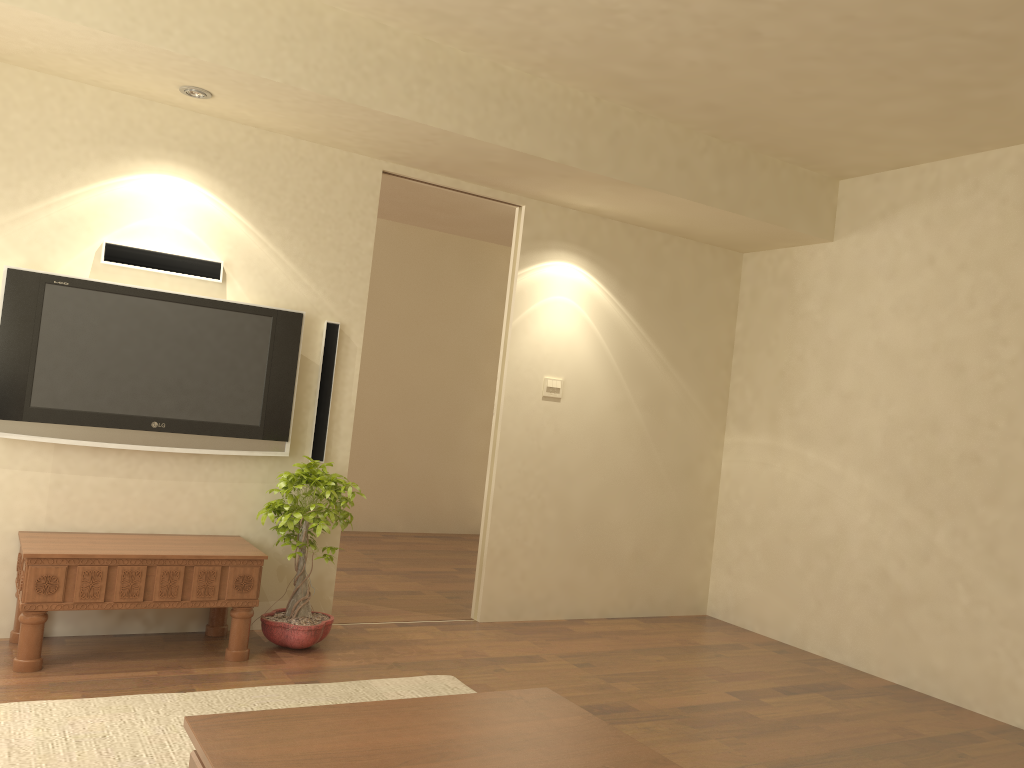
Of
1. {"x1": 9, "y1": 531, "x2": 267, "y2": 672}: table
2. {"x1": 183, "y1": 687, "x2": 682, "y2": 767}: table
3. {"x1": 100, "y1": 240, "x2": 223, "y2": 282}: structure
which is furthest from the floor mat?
{"x1": 100, "y1": 240, "x2": 223, "y2": 282}: structure

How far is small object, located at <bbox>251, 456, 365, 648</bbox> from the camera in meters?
4.3

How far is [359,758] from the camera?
2.0 meters

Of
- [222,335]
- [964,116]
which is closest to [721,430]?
[964,116]

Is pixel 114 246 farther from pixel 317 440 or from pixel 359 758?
pixel 359 758

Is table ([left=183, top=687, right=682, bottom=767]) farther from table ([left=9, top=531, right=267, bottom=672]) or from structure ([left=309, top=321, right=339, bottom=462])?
structure ([left=309, top=321, right=339, bottom=462])

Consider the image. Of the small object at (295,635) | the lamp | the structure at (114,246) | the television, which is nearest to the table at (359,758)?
the small object at (295,635)

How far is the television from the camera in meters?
4.0 m

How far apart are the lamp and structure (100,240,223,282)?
0.77m

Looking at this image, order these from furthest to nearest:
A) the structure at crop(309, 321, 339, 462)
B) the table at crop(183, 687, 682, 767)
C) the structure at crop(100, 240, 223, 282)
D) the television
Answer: the structure at crop(309, 321, 339, 462)
the structure at crop(100, 240, 223, 282)
the television
the table at crop(183, 687, 682, 767)
